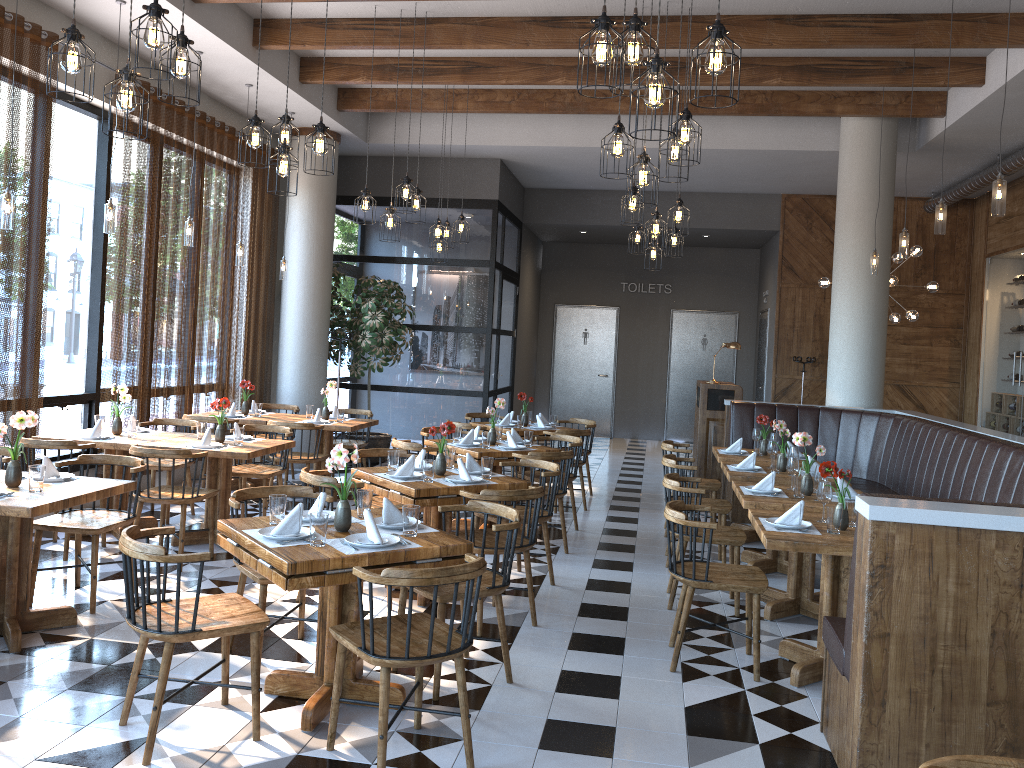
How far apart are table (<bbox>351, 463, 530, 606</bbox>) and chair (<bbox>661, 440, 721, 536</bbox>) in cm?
251

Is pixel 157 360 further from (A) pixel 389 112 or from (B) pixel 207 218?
(A) pixel 389 112

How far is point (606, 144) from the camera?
4.8 meters

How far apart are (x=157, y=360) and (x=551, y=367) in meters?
8.9

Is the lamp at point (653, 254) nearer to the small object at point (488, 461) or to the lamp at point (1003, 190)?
the lamp at point (1003, 190)

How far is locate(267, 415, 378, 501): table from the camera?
8.45m

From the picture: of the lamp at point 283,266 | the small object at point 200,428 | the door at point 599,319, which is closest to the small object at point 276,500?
the small object at point 200,428

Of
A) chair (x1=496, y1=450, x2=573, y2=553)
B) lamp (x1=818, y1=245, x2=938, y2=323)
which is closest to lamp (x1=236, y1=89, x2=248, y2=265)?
chair (x1=496, y1=450, x2=573, y2=553)

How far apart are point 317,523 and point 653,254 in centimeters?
611cm

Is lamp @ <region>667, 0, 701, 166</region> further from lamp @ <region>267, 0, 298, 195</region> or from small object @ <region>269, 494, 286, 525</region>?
small object @ <region>269, 494, 286, 525</region>
